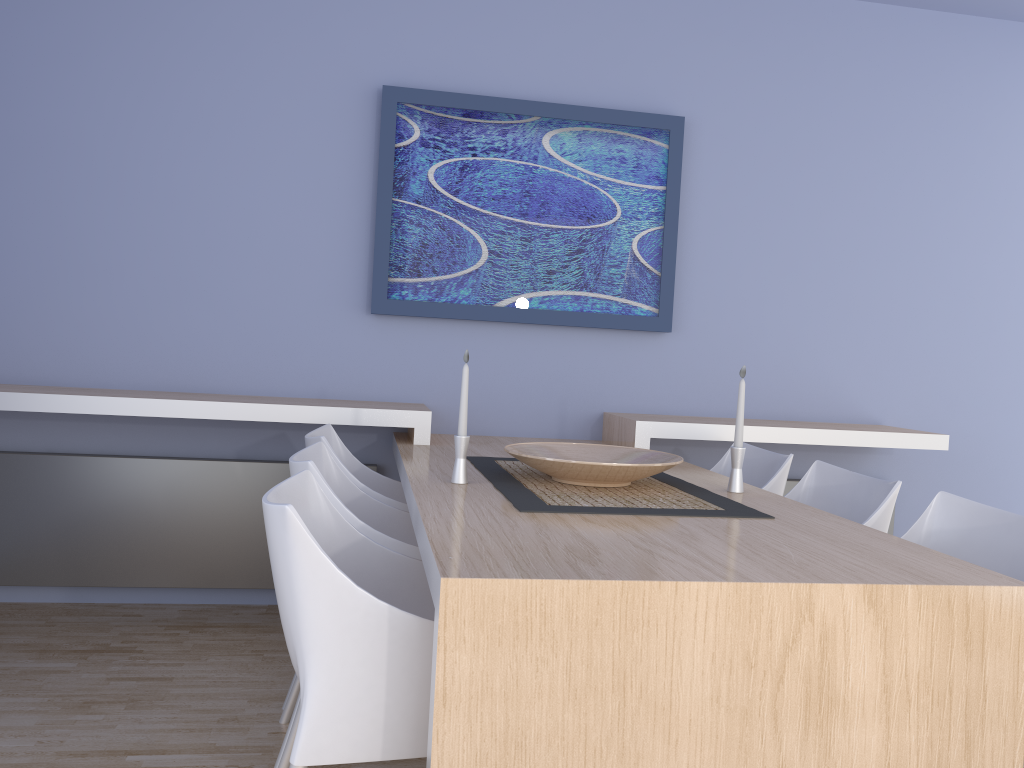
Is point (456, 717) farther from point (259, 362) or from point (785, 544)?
point (259, 362)

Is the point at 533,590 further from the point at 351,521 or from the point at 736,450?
the point at 736,450

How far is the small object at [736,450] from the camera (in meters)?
2.41

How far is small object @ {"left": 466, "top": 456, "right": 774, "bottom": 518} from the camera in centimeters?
203cm

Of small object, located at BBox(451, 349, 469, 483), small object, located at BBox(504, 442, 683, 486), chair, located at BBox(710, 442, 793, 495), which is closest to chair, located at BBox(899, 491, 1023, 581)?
small object, located at BBox(504, 442, 683, 486)

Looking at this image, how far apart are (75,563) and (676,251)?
2.68m

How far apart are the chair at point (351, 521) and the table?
0.07m

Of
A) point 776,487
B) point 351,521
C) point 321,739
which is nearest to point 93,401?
point 351,521

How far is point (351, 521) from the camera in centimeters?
203cm

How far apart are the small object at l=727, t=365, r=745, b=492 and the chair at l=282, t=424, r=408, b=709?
0.9m
